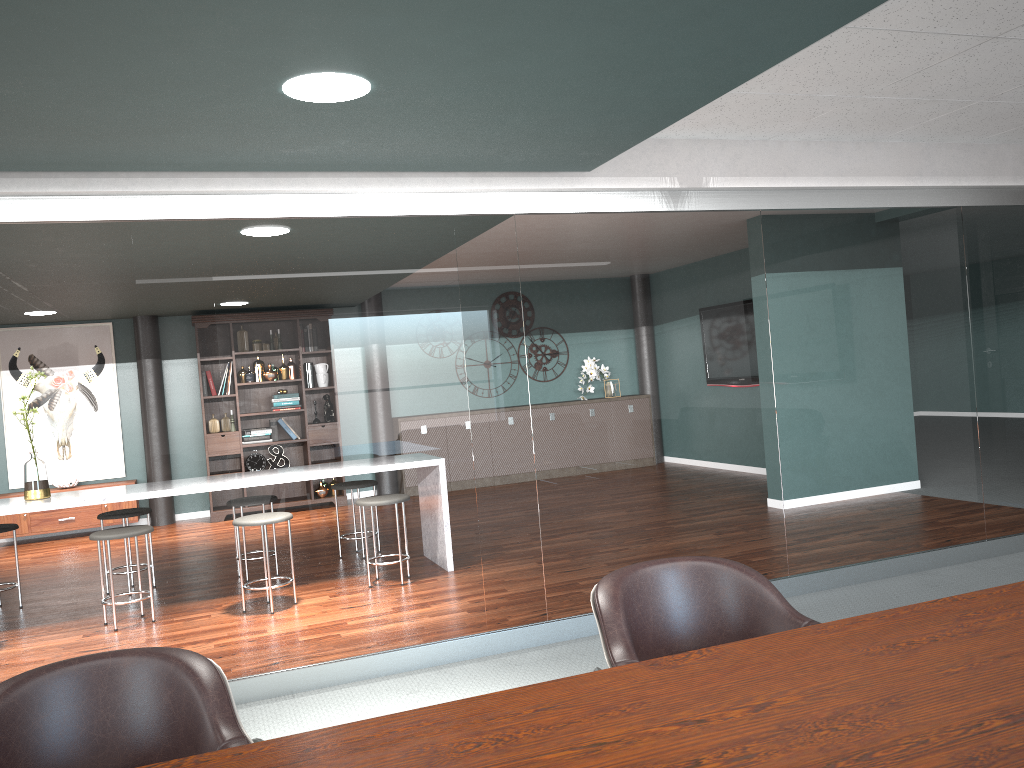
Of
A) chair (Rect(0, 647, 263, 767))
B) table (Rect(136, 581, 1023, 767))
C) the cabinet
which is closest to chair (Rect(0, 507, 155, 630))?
the cabinet

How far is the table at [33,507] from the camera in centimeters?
471cm

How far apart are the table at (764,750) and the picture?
8.2m

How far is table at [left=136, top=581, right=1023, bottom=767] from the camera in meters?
1.1

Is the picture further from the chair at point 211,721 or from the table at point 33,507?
the chair at point 211,721

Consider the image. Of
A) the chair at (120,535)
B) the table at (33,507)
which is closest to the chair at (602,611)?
the chair at (120,535)

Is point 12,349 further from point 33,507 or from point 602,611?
point 602,611

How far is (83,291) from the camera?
6.42m

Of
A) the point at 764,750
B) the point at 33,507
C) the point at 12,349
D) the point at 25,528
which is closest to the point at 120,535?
the point at 33,507

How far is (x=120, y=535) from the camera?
4.68m
